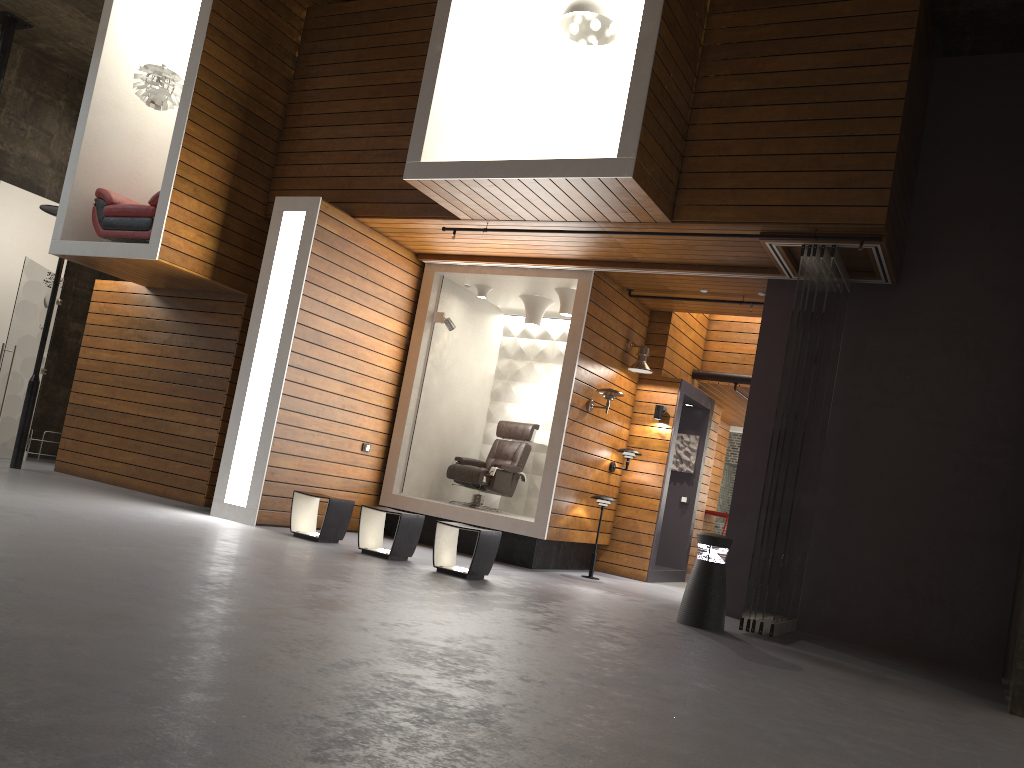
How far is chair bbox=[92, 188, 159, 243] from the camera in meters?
8.6 m

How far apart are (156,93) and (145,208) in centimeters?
120cm

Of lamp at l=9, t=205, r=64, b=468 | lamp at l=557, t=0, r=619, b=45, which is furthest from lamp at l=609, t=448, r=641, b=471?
lamp at l=9, t=205, r=64, b=468

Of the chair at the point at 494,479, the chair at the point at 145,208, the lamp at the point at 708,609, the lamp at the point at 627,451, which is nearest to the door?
the chair at the point at 145,208

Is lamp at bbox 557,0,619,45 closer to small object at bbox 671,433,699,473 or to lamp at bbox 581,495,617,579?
lamp at bbox 581,495,617,579

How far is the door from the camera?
10.0m

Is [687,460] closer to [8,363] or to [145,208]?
[145,208]

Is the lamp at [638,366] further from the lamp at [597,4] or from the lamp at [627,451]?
the lamp at [597,4]

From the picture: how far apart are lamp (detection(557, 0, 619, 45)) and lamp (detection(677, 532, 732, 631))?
4.26m

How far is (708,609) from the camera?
6.4m
